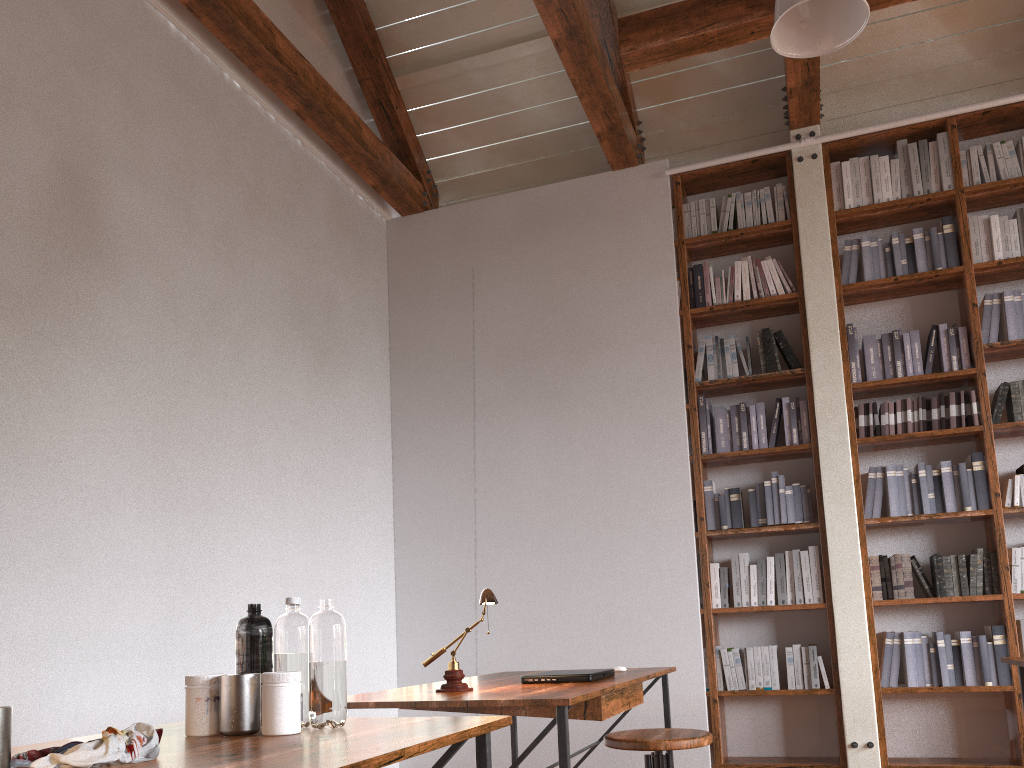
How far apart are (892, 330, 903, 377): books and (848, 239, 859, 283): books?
0.4 meters

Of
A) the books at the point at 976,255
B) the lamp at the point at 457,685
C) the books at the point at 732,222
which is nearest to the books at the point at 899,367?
the books at the point at 976,255

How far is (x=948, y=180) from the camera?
4.9 meters

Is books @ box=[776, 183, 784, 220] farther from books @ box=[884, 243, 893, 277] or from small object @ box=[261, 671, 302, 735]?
small object @ box=[261, 671, 302, 735]

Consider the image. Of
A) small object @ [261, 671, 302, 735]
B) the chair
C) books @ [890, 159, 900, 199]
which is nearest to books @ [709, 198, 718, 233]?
books @ [890, 159, 900, 199]

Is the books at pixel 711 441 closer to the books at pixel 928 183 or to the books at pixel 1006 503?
the books at pixel 1006 503

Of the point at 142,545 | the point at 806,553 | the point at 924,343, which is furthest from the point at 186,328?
the point at 924,343

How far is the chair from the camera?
2.31m

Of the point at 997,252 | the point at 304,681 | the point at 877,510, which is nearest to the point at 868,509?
the point at 877,510

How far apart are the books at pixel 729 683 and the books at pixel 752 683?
0.11m
